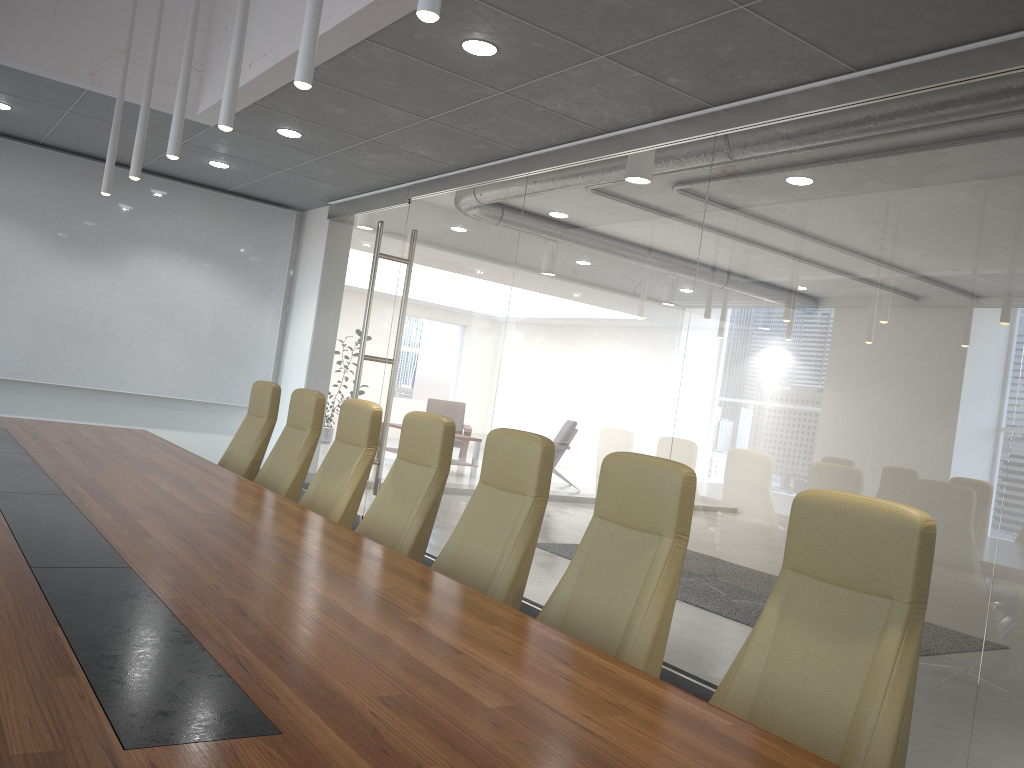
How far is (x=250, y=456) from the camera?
6.2m

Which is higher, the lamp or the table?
the lamp

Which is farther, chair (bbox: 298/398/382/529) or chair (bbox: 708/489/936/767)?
chair (bbox: 298/398/382/529)

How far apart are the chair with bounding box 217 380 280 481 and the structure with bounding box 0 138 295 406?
4.20m

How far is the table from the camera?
1.54m

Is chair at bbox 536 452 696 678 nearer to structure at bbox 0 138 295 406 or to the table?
the table

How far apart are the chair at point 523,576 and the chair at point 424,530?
0.3m

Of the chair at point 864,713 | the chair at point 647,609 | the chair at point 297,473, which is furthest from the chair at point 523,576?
the chair at point 297,473

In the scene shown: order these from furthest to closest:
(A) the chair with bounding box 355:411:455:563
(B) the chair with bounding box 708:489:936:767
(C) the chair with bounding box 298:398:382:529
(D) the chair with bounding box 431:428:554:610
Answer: (C) the chair with bounding box 298:398:382:529
(A) the chair with bounding box 355:411:455:563
(D) the chair with bounding box 431:428:554:610
(B) the chair with bounding box 708:489:936:767

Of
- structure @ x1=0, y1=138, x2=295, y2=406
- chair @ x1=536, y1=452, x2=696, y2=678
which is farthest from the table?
structure @ x1=0, y1=138, x2=295, y2=406
